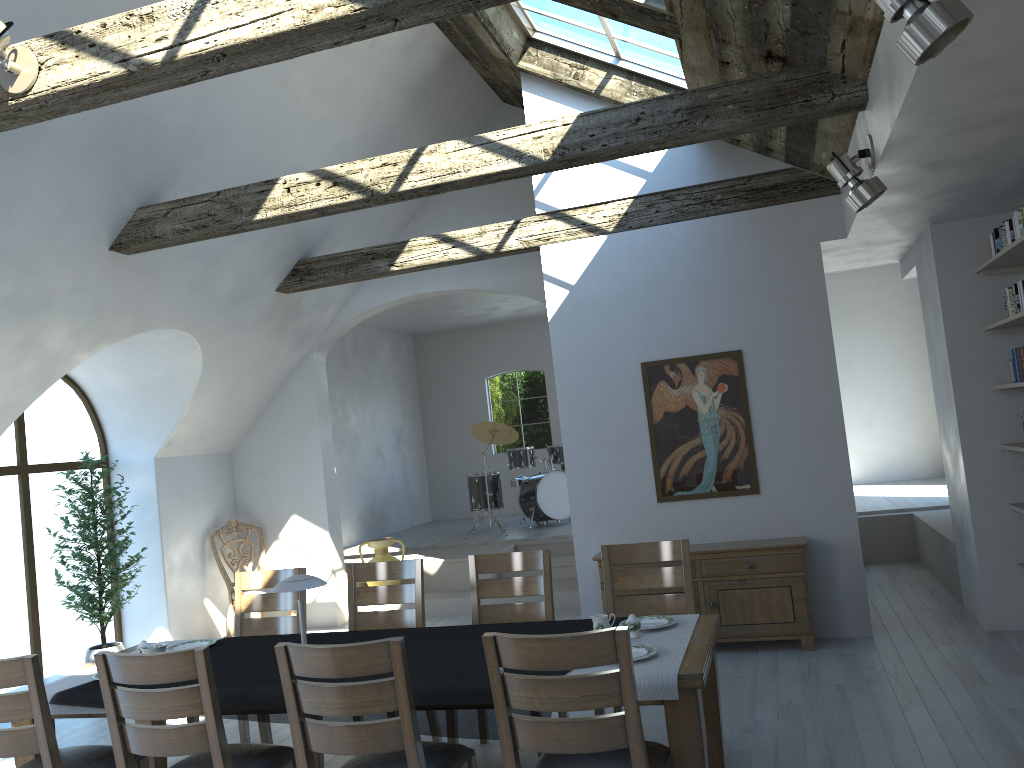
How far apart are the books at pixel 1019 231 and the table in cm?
319

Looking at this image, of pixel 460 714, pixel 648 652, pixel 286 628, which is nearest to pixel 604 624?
pixel 648 652

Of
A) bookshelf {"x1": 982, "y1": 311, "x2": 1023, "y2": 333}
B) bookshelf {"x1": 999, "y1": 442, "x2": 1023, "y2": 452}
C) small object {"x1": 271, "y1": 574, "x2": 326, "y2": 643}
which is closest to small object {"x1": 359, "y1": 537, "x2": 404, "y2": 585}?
small object {"x1": 271, "y1": 574, "x2": 326, "y2": 643}

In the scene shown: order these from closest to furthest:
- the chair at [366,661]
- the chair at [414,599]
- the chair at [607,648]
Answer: the chair at [607,648] → the chair at [366,661] → the chair at [414,599]

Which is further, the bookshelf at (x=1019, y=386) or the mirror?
the mirror

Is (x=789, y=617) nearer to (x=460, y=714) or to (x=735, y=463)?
(x=735, y=463)

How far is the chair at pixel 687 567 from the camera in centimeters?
454cm

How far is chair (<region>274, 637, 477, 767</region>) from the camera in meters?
2.9

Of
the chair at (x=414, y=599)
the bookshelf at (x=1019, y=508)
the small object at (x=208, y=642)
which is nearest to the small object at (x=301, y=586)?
the small object at (x=208, y=642)

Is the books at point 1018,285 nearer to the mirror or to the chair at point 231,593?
the mirror
